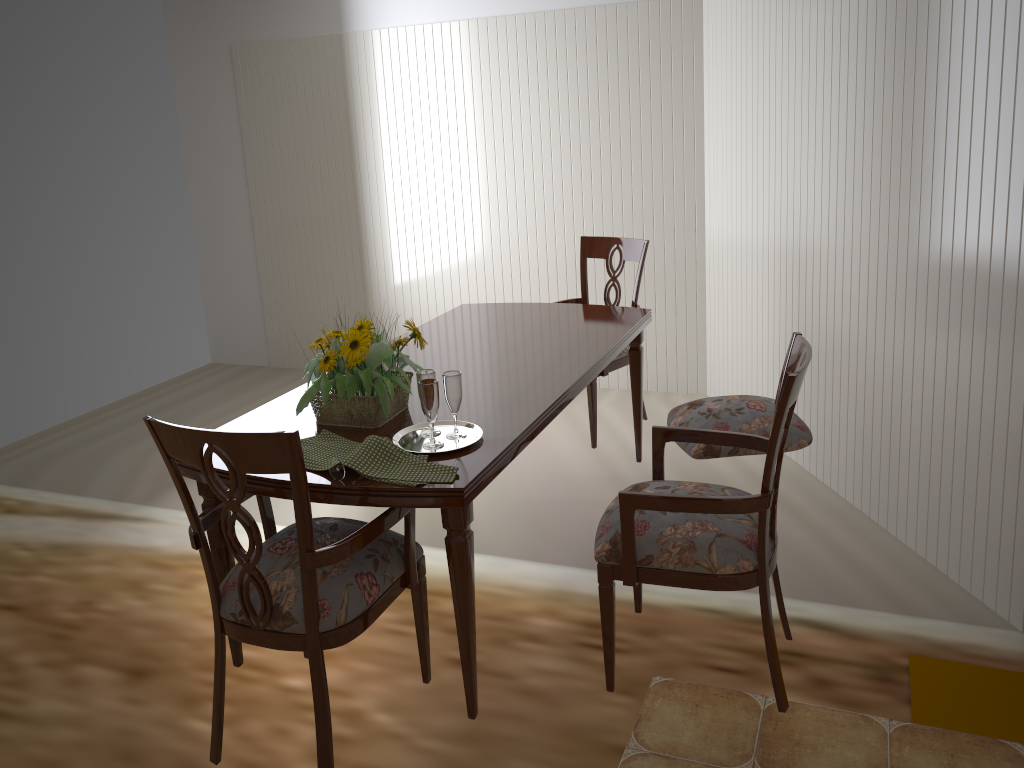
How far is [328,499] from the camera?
1.8 meters

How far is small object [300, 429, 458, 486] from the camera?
1.8m

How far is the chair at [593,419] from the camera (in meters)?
3.35

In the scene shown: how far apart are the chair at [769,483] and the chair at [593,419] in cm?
113

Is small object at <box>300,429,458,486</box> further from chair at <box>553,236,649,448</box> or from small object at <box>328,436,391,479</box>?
chair at <box>553,236,649,448</box>

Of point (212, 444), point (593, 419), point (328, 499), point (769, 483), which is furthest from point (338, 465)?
point (593, 419)

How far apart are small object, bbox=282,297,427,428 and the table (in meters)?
0.01

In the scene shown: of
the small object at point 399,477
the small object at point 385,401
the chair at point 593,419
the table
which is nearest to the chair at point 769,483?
the table

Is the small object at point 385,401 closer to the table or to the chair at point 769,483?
the table

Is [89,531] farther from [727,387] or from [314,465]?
[727,387]
